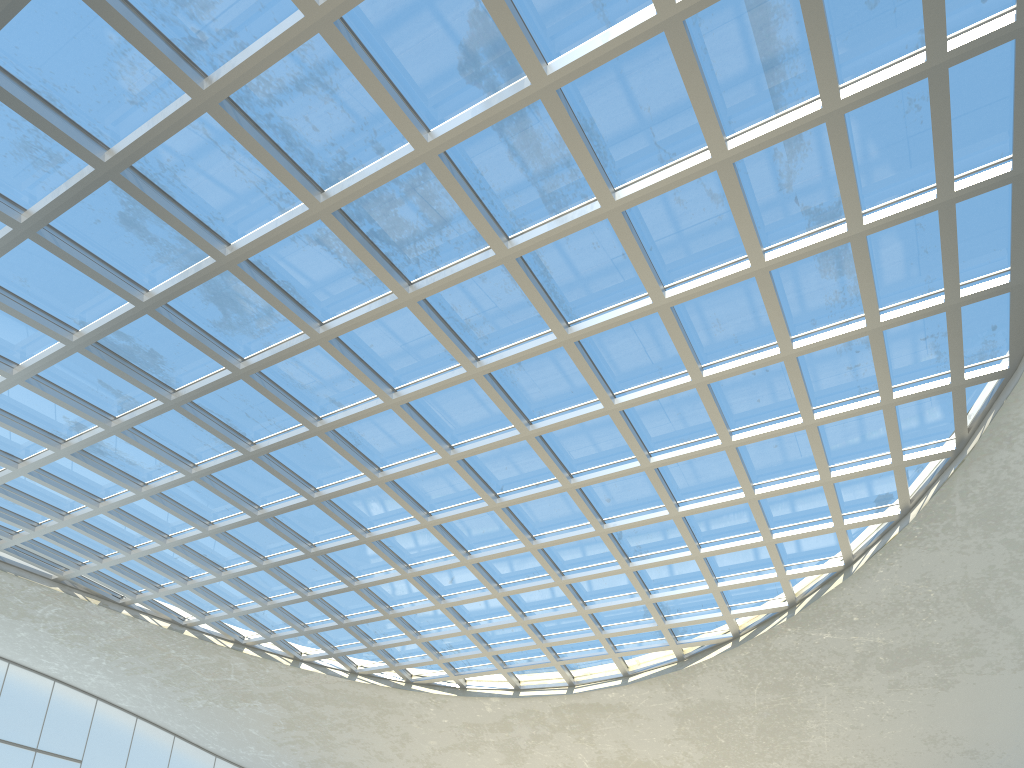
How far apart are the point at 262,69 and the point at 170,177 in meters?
8.2
